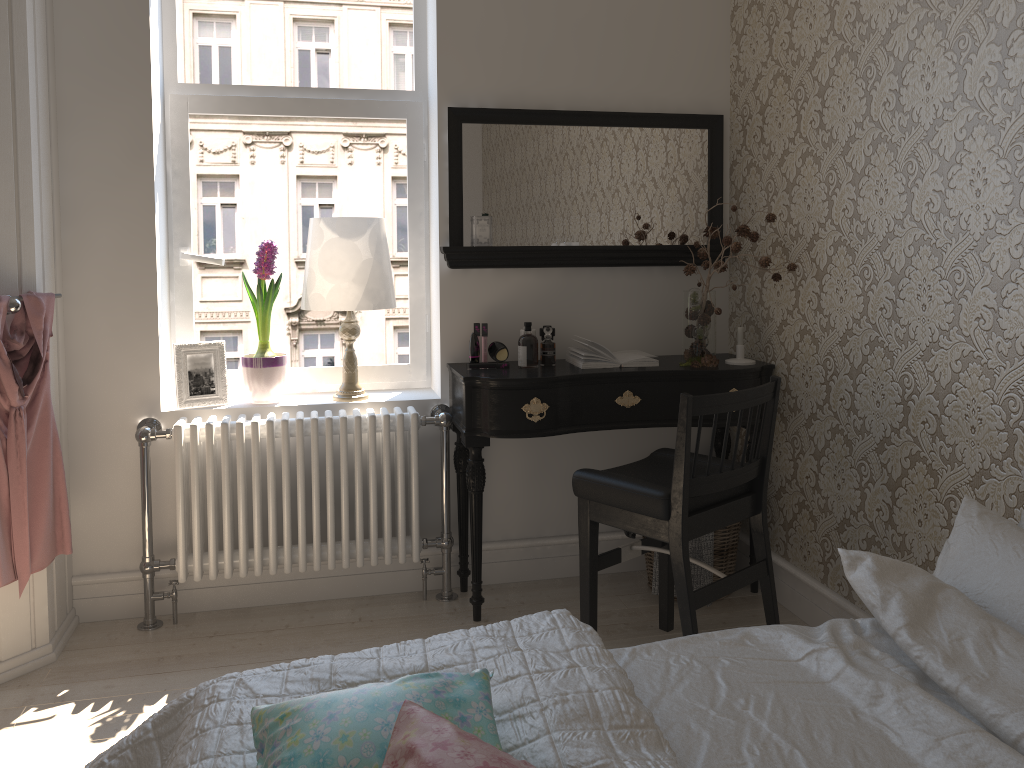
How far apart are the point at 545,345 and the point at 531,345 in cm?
7

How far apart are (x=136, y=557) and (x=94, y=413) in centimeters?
52cm

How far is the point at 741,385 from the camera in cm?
299

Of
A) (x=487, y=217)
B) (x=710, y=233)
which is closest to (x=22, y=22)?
(x=487, y=217)

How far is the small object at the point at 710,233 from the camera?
2.99m

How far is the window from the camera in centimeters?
313cm

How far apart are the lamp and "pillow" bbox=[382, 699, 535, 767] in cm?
201

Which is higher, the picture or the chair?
the picture

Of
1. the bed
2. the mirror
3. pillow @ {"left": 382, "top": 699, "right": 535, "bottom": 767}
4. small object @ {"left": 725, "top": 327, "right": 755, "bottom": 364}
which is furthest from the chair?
pillow @ {"left": 382, "top": 699, "right": 535, "bottom": 767}

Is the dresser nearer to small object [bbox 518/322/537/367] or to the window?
the window
